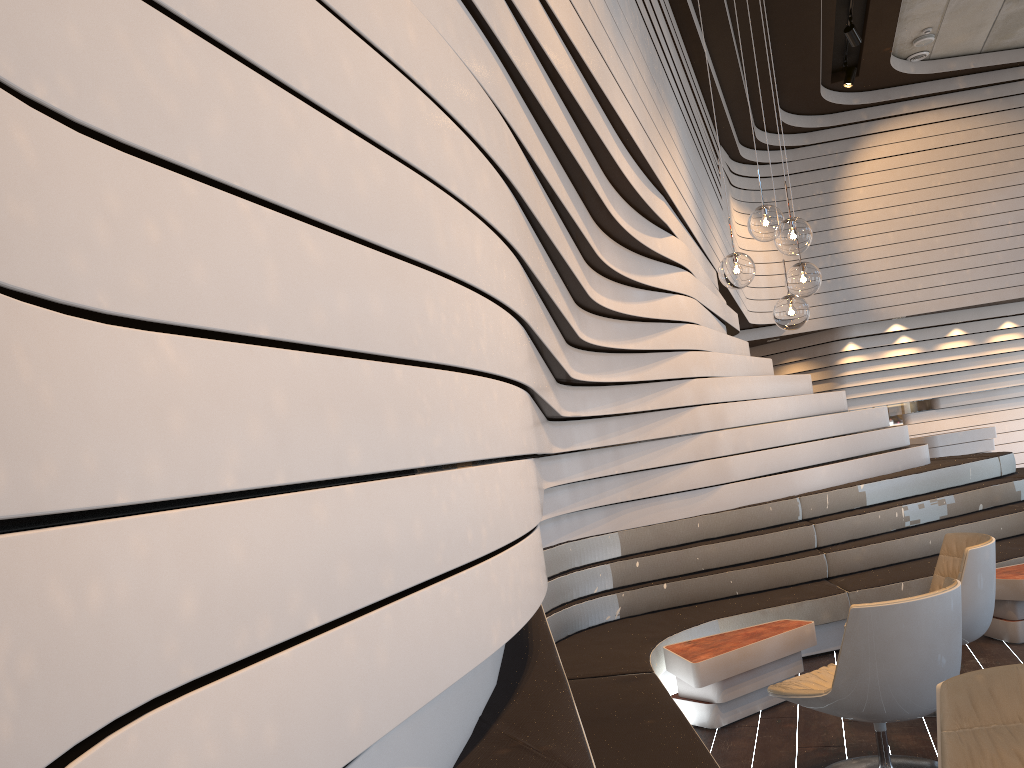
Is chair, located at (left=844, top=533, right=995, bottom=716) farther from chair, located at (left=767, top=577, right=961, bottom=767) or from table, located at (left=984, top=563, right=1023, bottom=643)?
table, located at (left=984, top=563, right=1023, bottom=643)

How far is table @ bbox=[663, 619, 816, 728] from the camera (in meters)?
4.14

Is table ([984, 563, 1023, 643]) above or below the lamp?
below

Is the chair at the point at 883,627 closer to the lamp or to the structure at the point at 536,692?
the structure at the point at 536,692

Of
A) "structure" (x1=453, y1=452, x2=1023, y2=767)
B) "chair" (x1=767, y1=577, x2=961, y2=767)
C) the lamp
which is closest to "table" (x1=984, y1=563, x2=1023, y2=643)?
"structure" (x1=453, y1=452, x2=1023, y2=767)

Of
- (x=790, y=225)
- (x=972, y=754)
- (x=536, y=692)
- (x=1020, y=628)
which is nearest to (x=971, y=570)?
(x=1020, y=628)

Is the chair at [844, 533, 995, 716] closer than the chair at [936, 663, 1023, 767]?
No

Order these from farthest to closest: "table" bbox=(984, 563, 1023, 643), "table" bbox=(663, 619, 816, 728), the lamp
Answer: "table" bbox=(984, 563, 1023, 643) < "table" bbox=(663, 619, 816, 728) < the lamp

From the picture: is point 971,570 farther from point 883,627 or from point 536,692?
point 536,692

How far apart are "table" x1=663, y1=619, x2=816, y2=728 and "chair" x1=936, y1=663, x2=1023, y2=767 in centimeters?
205cm
